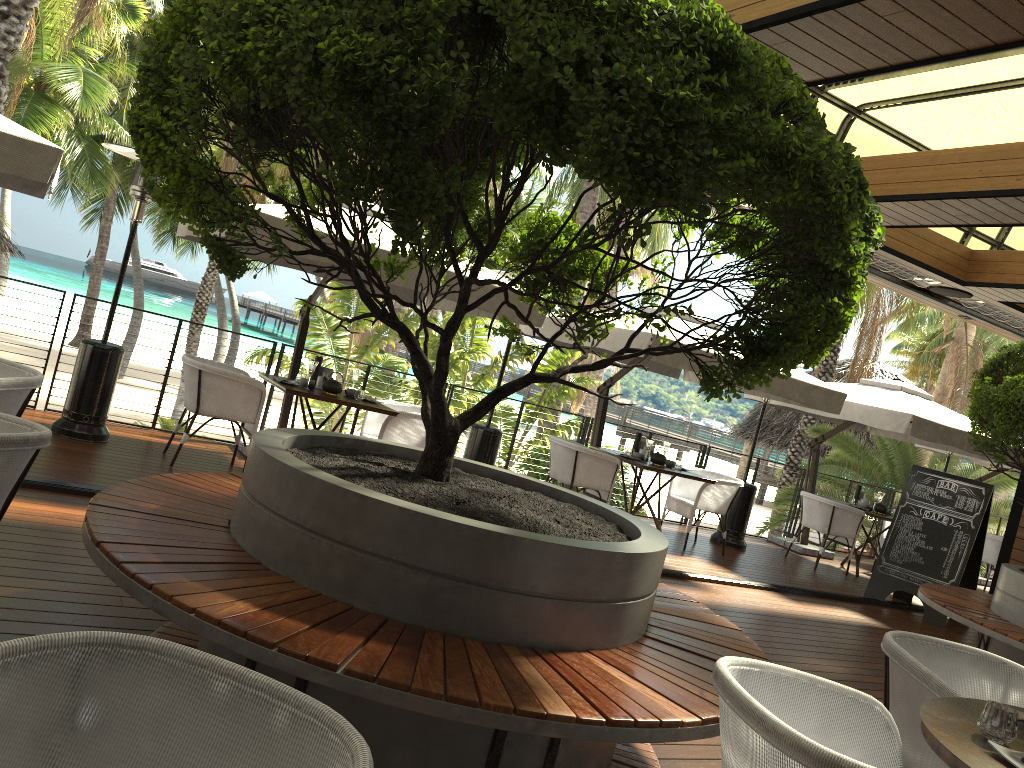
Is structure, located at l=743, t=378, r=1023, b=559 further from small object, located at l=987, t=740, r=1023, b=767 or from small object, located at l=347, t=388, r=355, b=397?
small object, located at l=987, t=740, r=1023, b=767

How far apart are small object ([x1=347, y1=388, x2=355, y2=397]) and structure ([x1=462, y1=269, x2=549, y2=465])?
1.45m

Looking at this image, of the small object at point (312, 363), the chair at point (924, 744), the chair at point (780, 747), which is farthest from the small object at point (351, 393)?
the chair at point (780, 747)

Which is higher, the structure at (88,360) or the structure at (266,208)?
the structure at (266,208)

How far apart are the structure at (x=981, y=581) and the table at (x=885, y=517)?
3.8m

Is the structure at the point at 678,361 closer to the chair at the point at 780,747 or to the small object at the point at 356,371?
the small object at the point at 356,371

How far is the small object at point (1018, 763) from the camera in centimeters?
202cm

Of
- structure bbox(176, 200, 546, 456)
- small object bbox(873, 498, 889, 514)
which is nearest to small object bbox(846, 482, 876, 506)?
small object bbox(873, 498, 889, 514)

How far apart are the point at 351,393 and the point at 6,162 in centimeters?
297cm

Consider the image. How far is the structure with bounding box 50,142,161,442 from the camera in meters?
6.5 m
